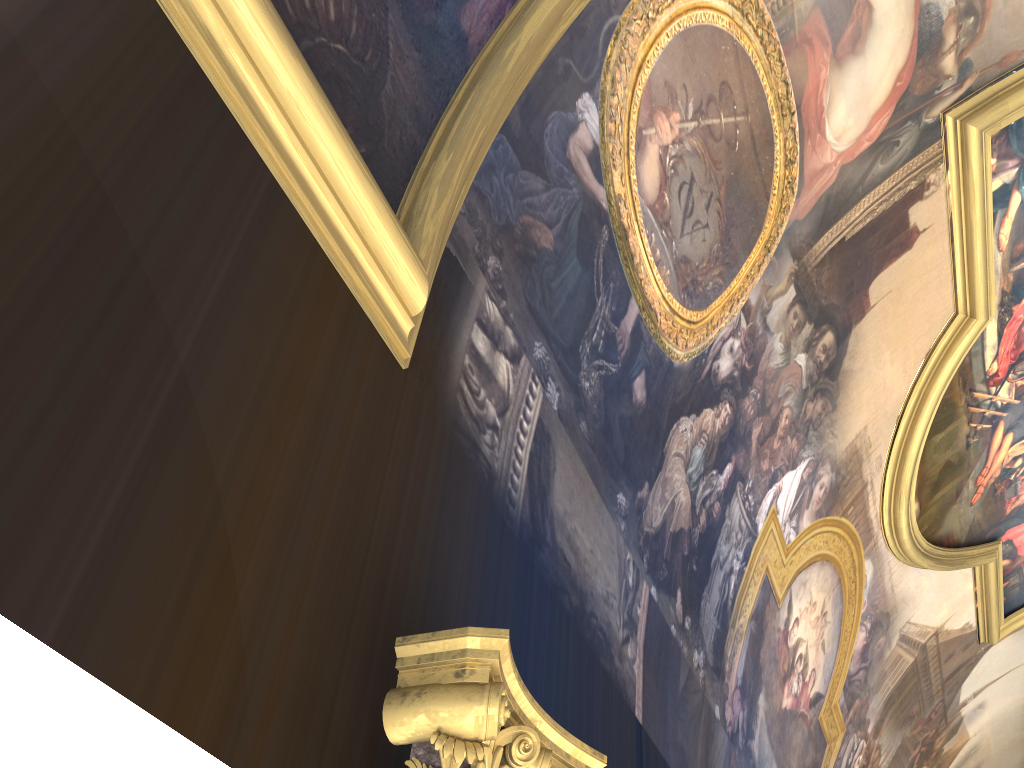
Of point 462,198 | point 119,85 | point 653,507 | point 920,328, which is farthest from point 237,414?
point 920,328

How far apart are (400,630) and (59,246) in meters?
1.5 m
